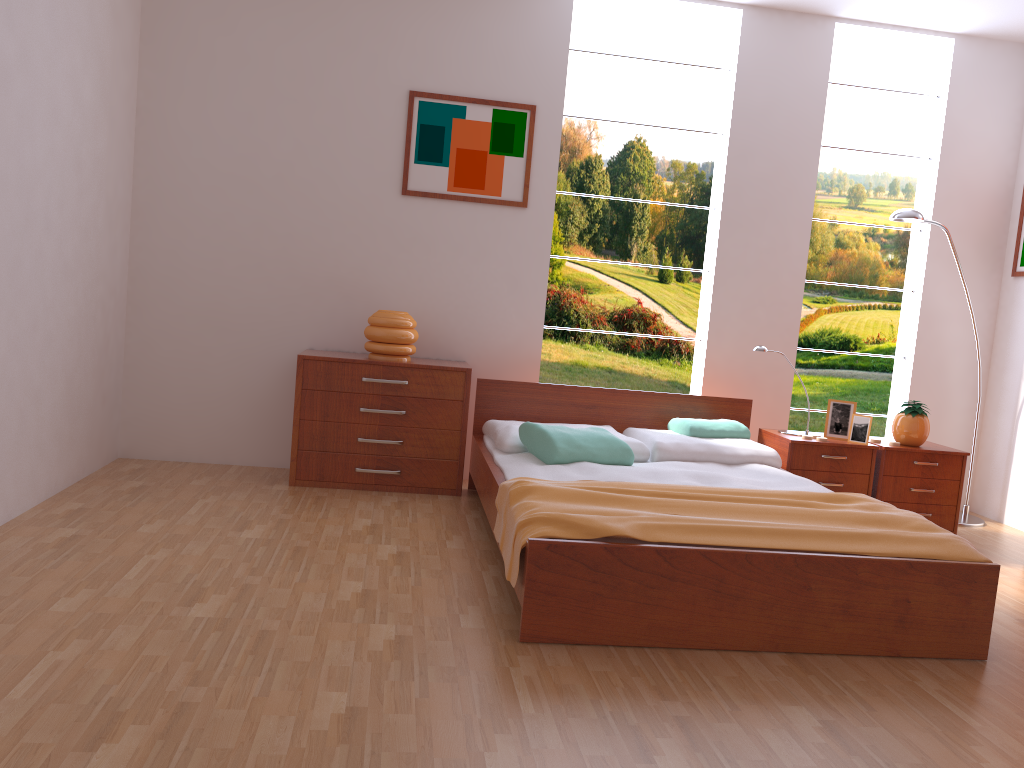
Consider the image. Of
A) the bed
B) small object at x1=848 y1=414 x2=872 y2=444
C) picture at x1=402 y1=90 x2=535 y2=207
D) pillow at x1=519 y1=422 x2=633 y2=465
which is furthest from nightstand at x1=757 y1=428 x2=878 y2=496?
picture at x1=402 y1=90 x2=535 y2=207

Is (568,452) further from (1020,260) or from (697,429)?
(1020,260)

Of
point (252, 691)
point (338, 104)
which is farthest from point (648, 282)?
point (252, 691)

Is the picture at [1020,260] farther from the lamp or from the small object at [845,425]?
the small object at [845,425]

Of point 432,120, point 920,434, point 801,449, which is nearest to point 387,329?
point 432,120

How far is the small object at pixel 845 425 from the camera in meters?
4.3 m

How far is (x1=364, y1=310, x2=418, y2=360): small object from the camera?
4.2m

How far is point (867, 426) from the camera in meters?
4.2

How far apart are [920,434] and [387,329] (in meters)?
2.60

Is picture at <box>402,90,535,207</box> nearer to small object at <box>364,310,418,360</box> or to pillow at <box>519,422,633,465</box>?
small object at <box>364,310,418,360</box>
